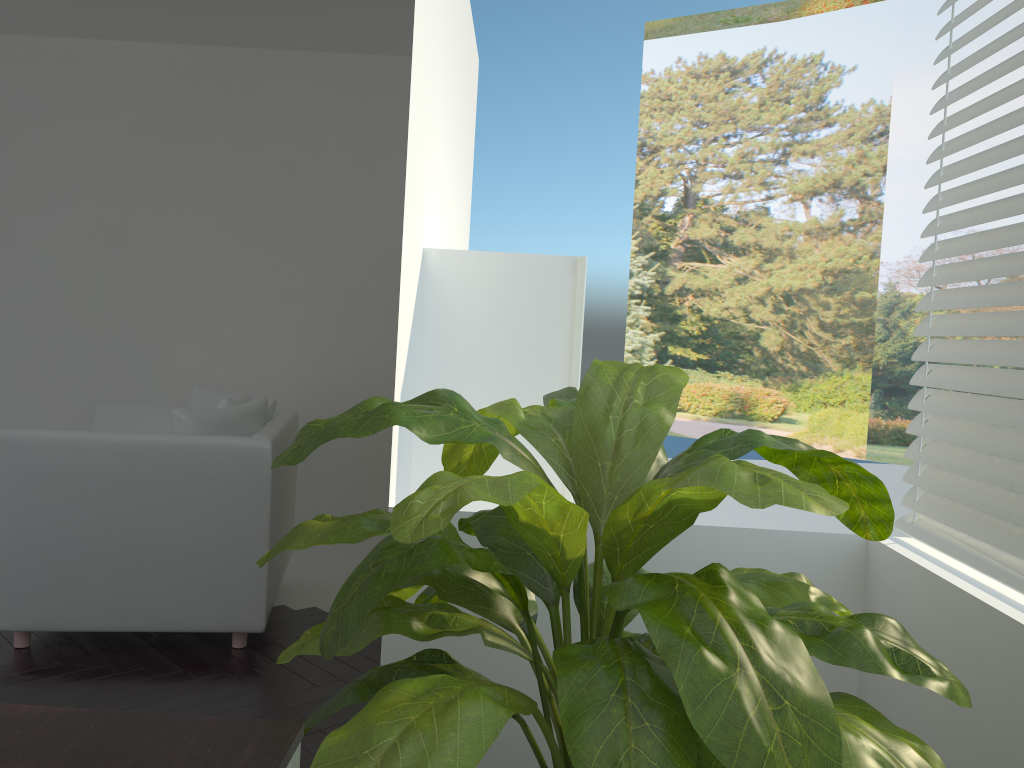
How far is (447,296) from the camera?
2.62m

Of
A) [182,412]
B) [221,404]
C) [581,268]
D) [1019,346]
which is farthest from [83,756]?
[221,404]

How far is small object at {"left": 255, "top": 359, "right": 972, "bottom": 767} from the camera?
0.99m

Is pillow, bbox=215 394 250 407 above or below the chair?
above

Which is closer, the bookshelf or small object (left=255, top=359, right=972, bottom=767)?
small object (left=255, top=359, right=972, bottom=767)

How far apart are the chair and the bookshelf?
1.2 meters

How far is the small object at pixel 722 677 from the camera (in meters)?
0.99

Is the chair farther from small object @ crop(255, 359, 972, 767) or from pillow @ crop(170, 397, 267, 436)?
small object @ crop(255, 359, 972, 767)

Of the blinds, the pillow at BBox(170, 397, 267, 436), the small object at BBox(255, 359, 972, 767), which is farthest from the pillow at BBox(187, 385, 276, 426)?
the blinds

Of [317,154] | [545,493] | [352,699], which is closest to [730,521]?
[317,154]
